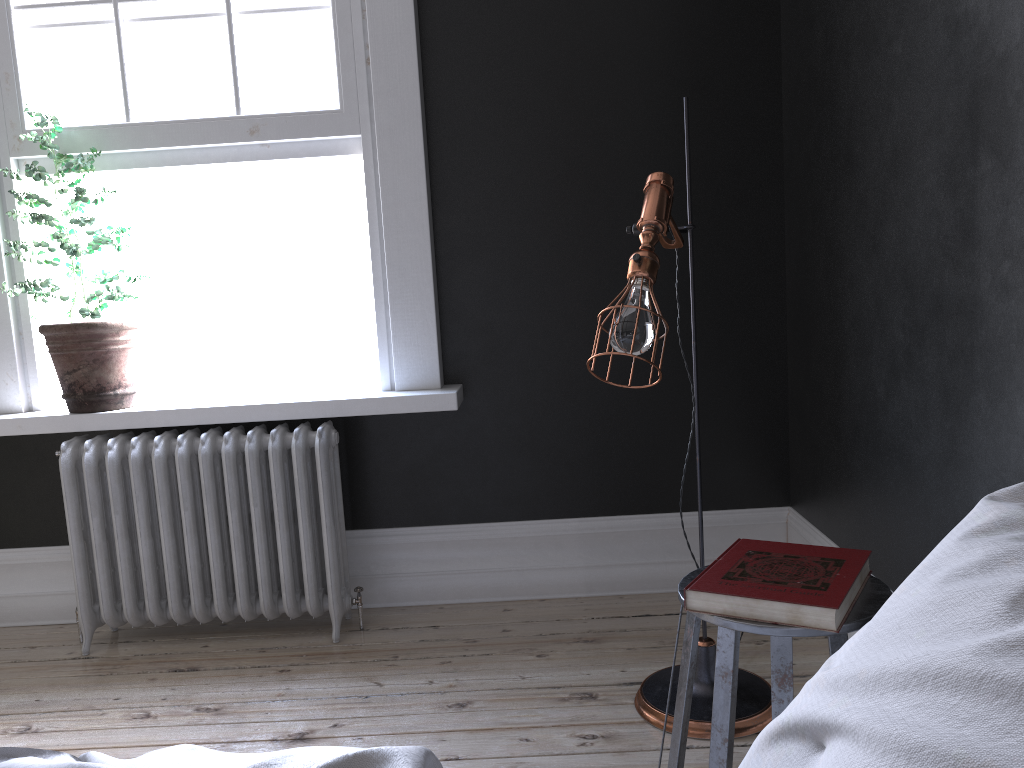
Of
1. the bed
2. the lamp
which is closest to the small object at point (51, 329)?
the lamp

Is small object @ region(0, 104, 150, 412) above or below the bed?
above

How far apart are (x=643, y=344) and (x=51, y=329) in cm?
234

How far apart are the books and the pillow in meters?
0.5 m

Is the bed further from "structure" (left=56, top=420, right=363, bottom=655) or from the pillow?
"structure" (left=56, top=420, right=363, bottom=655)

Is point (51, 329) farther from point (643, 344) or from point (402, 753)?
point (402, 753)

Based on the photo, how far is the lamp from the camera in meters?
2.1 m

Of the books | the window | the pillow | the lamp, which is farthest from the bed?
the window

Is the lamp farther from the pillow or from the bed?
the bed

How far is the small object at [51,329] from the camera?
3.3m
